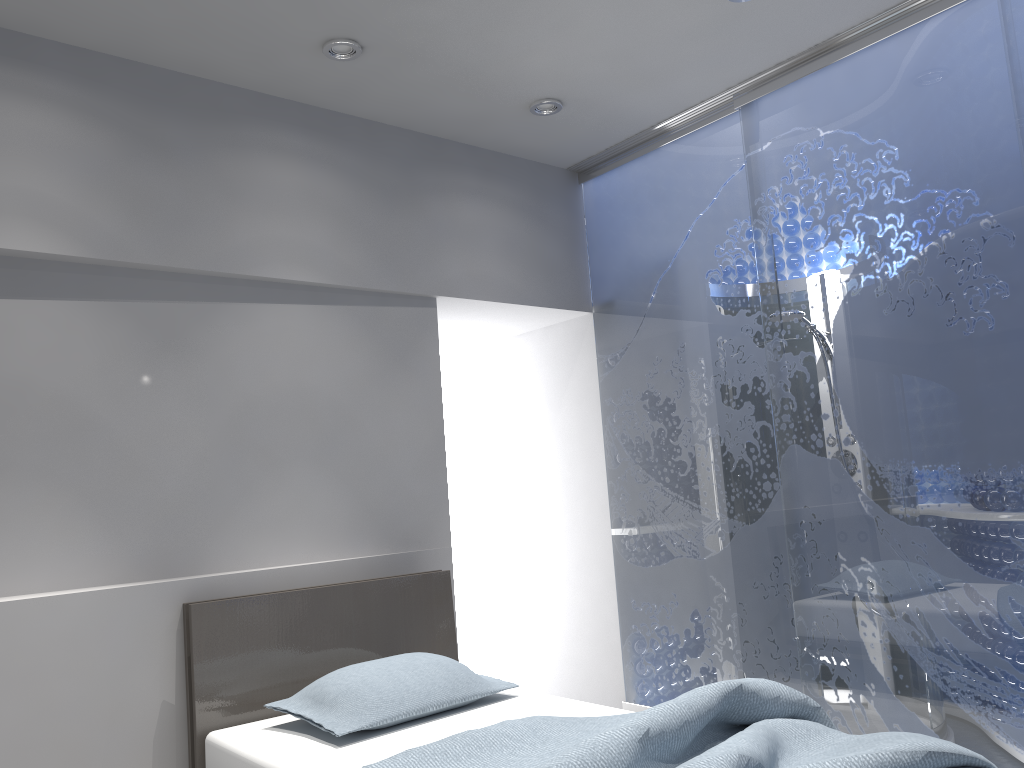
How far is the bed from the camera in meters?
1.9 m

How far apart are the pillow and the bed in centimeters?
2cm

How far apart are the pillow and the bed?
0.02m

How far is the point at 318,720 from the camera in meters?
2.6 m

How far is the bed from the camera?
1.9 meters

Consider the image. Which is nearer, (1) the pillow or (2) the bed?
(2) the bed

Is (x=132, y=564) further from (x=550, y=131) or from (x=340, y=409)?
(x=550, y=131)

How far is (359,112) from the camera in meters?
3.7

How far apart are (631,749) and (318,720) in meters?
1.1
